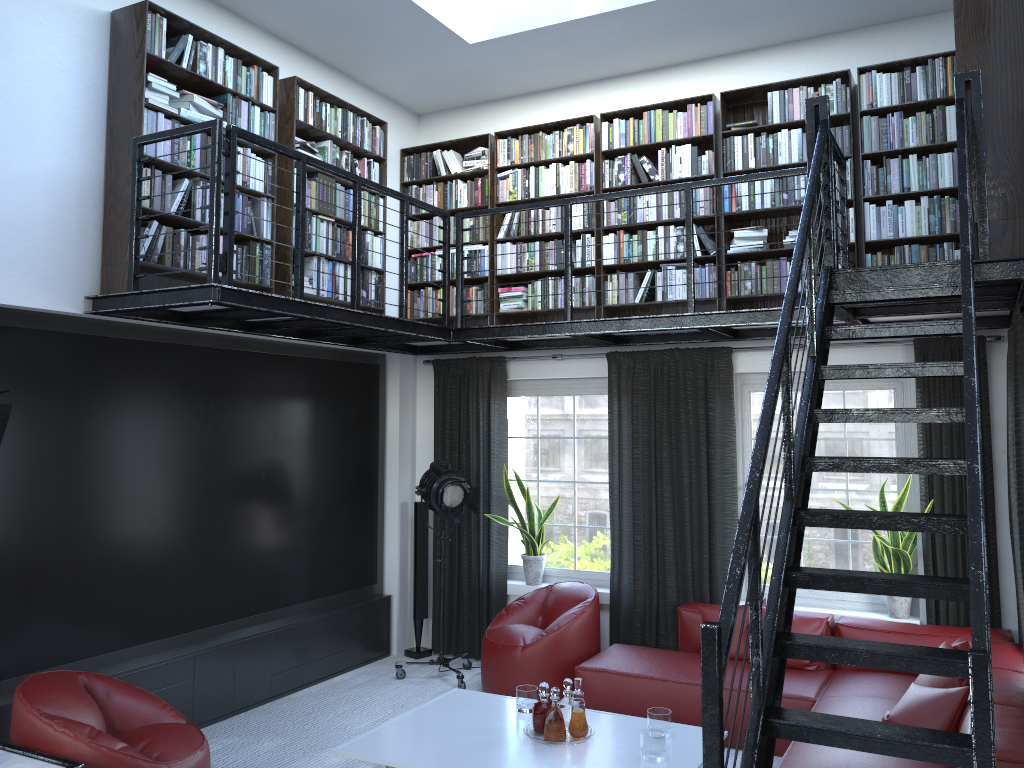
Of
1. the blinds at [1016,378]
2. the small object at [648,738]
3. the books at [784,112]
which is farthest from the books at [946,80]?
the small object at [648,738]

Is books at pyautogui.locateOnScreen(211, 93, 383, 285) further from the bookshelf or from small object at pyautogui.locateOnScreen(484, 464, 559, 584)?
small object at pyautogui.locateOnScreen(484, 464, 559, 584)

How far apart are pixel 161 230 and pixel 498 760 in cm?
331

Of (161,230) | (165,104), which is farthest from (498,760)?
(165,104)

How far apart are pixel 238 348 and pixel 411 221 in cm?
208

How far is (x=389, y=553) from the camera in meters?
7.3

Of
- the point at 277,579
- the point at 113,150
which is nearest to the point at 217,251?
the point at 113,150

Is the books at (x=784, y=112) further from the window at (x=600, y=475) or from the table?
the table

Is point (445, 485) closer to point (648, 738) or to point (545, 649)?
point (545, 649)

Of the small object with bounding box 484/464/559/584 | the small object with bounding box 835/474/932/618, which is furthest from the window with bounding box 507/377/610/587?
the small object with bounding box 835/474/932/618
